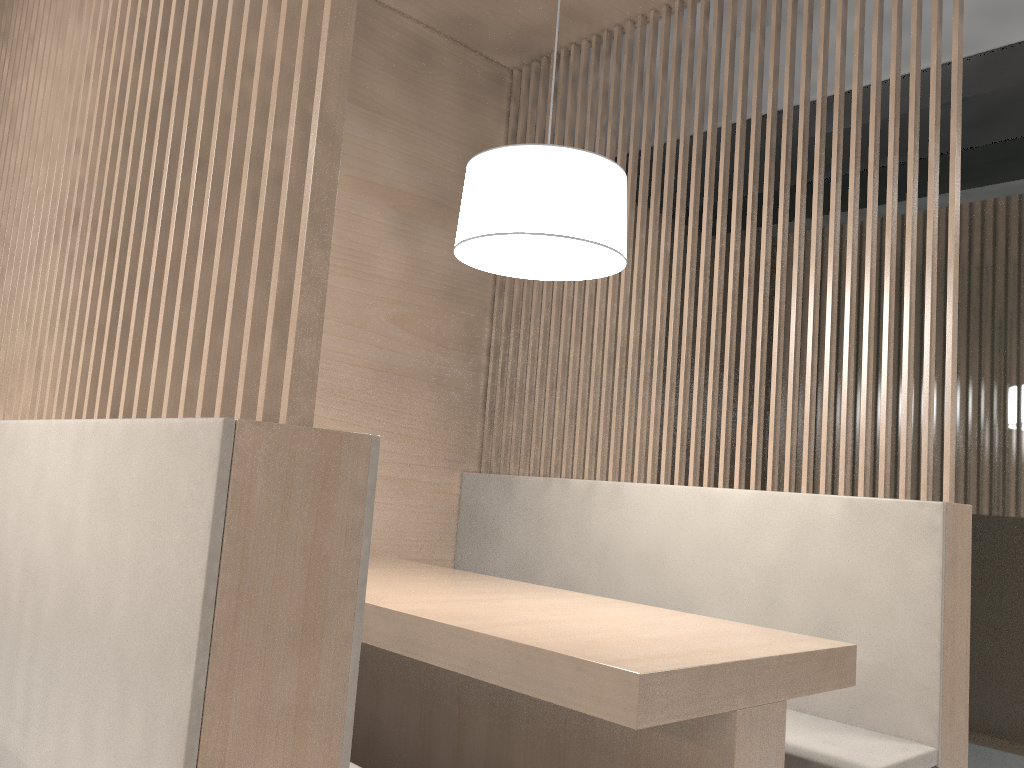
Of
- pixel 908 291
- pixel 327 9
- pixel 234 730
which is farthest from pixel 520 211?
pixel 234 730

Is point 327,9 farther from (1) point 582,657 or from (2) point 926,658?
(2) point 926,658

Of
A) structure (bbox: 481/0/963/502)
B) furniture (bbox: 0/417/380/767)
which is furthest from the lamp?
furniture (bbox: 0/417/380/767)

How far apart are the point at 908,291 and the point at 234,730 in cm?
125

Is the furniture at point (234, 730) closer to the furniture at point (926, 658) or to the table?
the table

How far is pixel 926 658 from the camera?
1.28m

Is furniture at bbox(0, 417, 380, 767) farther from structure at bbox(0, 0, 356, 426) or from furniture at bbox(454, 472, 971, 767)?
furniture at bbox(454, 472, 971, 767)

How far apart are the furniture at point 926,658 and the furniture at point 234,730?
0.77m

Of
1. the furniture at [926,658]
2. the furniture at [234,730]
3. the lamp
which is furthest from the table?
the lamp

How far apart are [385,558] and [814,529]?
0.8m
